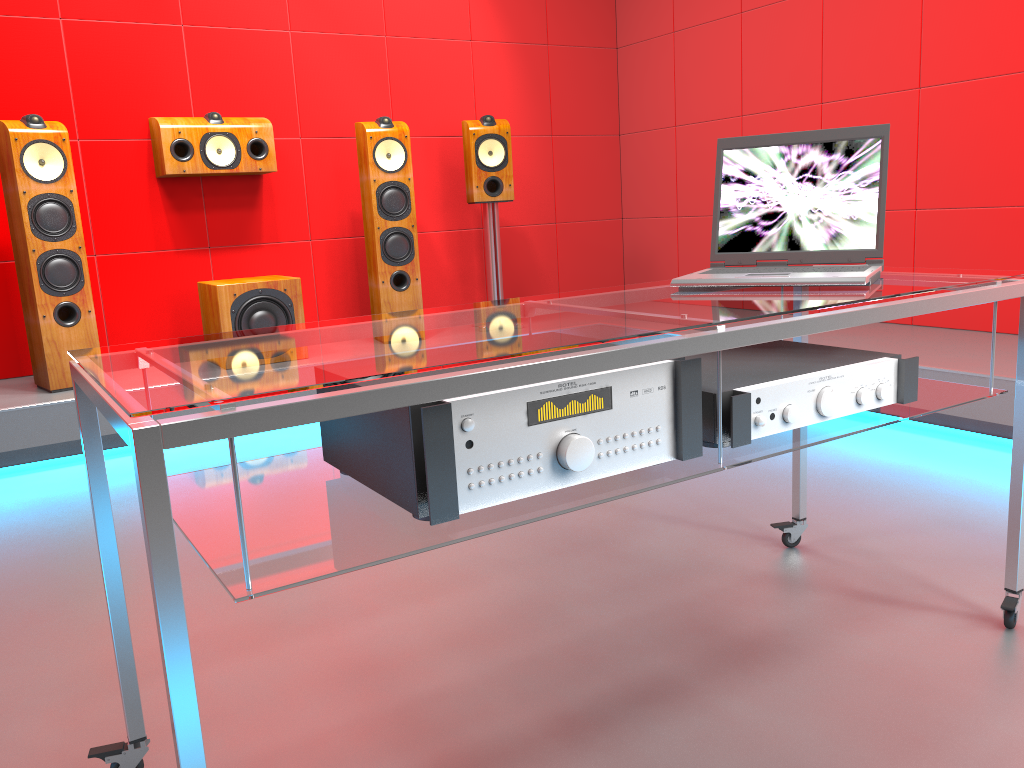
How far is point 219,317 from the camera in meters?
3.7

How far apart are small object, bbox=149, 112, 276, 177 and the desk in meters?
2.8

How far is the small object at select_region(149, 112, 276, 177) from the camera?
3.9m

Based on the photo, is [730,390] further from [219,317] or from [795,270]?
[219,317]

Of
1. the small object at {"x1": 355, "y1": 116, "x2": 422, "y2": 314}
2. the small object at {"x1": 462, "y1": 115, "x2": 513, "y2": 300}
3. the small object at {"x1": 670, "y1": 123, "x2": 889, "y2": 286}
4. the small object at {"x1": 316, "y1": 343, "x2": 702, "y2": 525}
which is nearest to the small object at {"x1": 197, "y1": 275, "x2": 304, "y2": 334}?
the small object at {"x1": 355, "y1": 116, "x2": 422, "y2": 314}

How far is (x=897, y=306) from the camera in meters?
1.4

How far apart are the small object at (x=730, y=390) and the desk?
0.0m

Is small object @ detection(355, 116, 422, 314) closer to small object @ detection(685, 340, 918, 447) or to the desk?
the desk

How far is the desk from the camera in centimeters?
88cm

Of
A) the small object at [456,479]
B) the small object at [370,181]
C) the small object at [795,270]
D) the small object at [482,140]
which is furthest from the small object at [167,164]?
the small object at [456,479]
